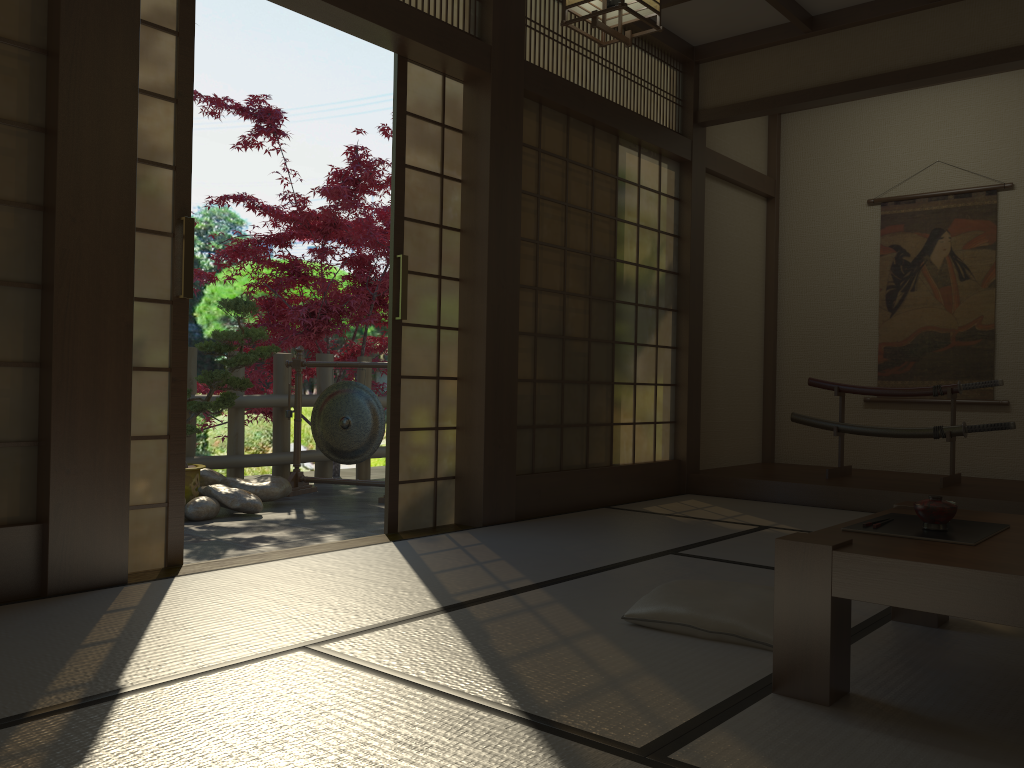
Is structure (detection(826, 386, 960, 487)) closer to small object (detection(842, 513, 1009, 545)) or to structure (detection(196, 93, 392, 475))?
small object (detection(842, 513, 1009, 545))

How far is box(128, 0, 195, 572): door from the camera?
3.2 meters

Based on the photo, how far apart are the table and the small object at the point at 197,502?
3.66m

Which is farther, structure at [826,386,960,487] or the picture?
the picture

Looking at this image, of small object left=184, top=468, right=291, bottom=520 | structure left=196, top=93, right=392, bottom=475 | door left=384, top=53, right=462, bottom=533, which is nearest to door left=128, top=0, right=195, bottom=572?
door left=384, top=53, right=462, bottom=533

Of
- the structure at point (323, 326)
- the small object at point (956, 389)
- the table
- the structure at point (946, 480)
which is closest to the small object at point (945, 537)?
the table

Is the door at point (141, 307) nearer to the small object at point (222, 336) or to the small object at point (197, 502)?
the small object at point (197, 502)

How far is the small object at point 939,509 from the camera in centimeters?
216cm

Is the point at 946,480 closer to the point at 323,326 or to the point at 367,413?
the point at 367,413

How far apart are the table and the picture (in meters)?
3.92
